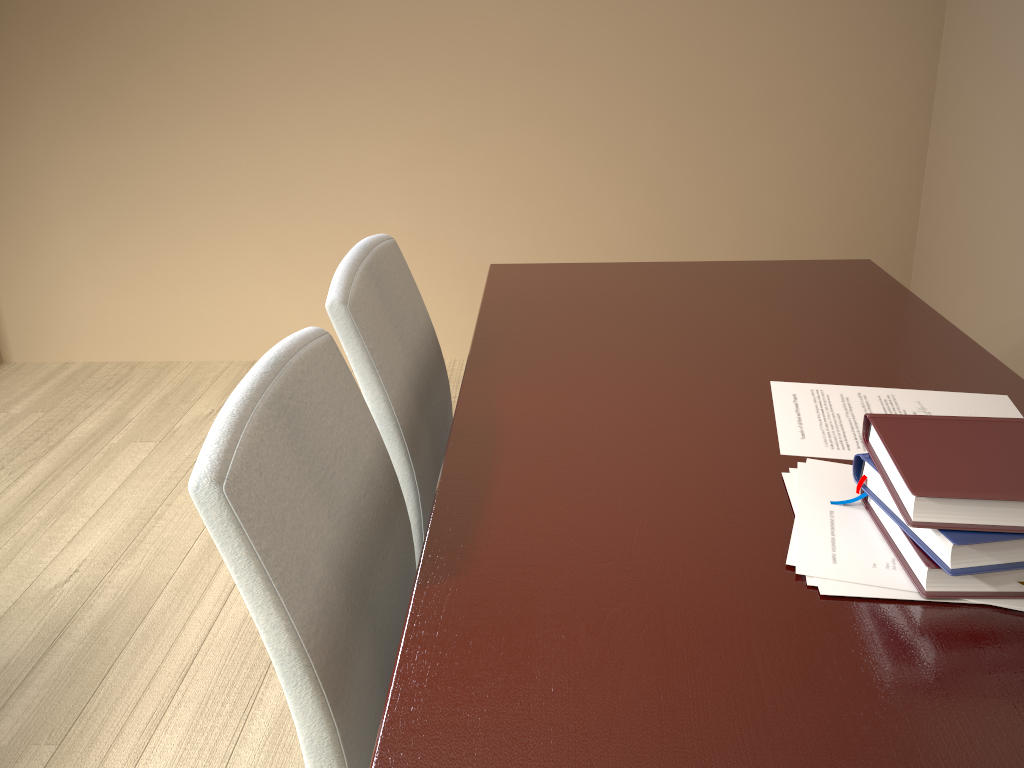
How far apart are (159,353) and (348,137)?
1.1m

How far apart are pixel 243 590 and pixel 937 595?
0.6m

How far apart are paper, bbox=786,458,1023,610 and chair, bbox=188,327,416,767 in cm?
42

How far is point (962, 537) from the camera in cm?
72

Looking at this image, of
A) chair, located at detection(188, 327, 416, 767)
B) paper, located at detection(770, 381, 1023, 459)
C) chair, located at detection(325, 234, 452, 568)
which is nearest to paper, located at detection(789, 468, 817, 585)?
paper, located at detection(770, 381, 1023, 459)

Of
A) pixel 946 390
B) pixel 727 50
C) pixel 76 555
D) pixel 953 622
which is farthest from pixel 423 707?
pixel 727 50

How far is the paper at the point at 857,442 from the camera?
1.0 meters

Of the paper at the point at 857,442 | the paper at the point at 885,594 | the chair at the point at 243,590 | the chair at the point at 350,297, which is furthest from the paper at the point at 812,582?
the chair at the point at 350,297

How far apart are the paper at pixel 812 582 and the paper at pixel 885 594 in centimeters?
1cm

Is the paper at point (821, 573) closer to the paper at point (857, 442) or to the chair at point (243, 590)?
the paper at point (857, 442)
